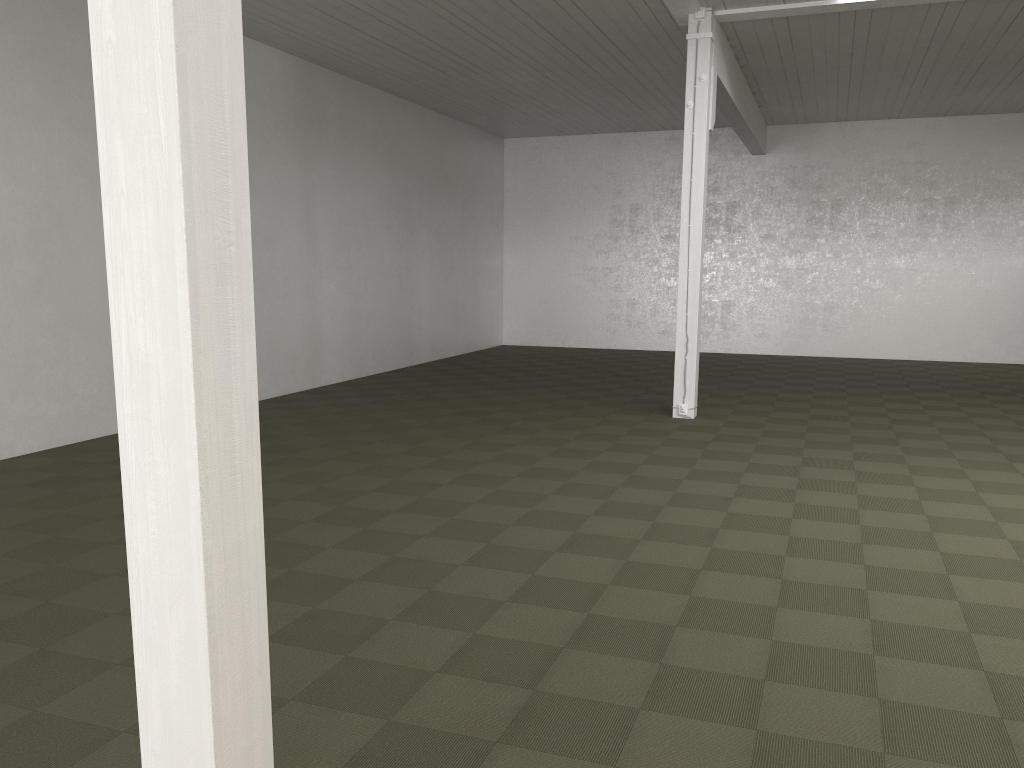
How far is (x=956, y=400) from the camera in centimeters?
1215cm

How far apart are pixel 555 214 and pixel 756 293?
4.7m

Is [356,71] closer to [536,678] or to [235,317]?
[536,678]
